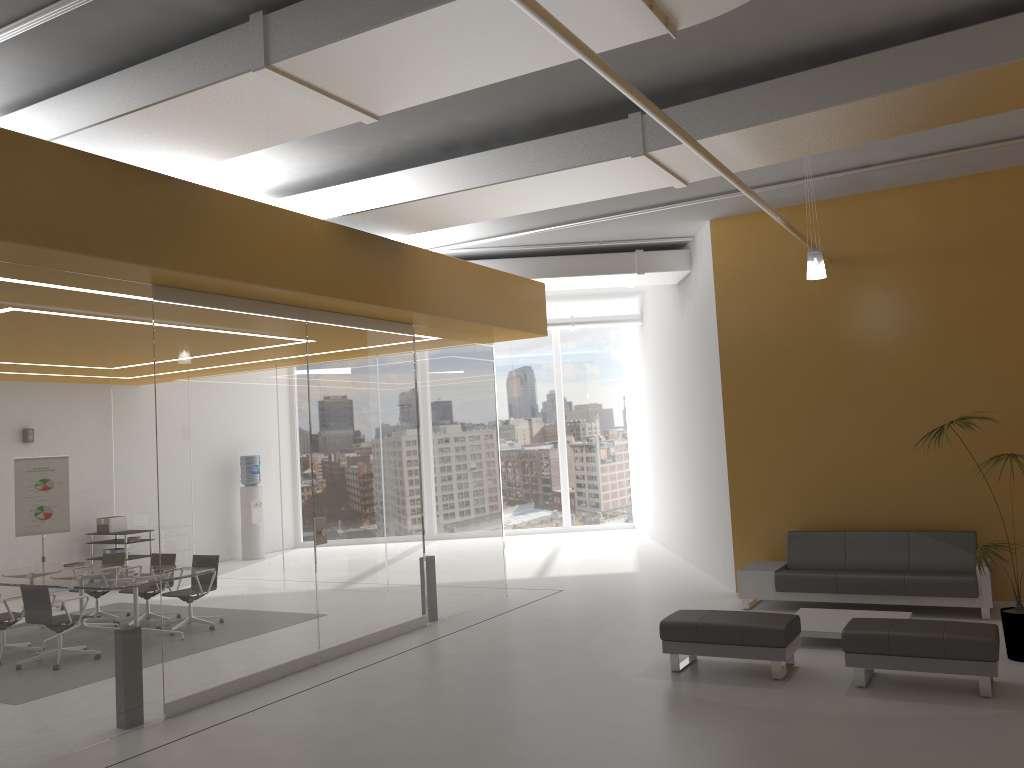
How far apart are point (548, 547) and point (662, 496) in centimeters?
239cm

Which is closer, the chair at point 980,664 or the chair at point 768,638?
the chair at point 980,664

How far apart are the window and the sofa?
8.7 meters

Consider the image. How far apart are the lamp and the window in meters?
10.7 m

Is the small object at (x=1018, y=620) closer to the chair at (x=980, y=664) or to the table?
the chair at (x=980, y=664)

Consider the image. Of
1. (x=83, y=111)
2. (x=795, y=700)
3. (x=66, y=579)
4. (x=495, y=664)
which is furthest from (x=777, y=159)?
(x=66, y=579)

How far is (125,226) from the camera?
6.1m

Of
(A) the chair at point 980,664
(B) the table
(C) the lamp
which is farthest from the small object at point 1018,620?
(C) the lamp

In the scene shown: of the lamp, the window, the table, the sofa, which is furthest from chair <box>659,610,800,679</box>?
the window

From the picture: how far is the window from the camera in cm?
1861
